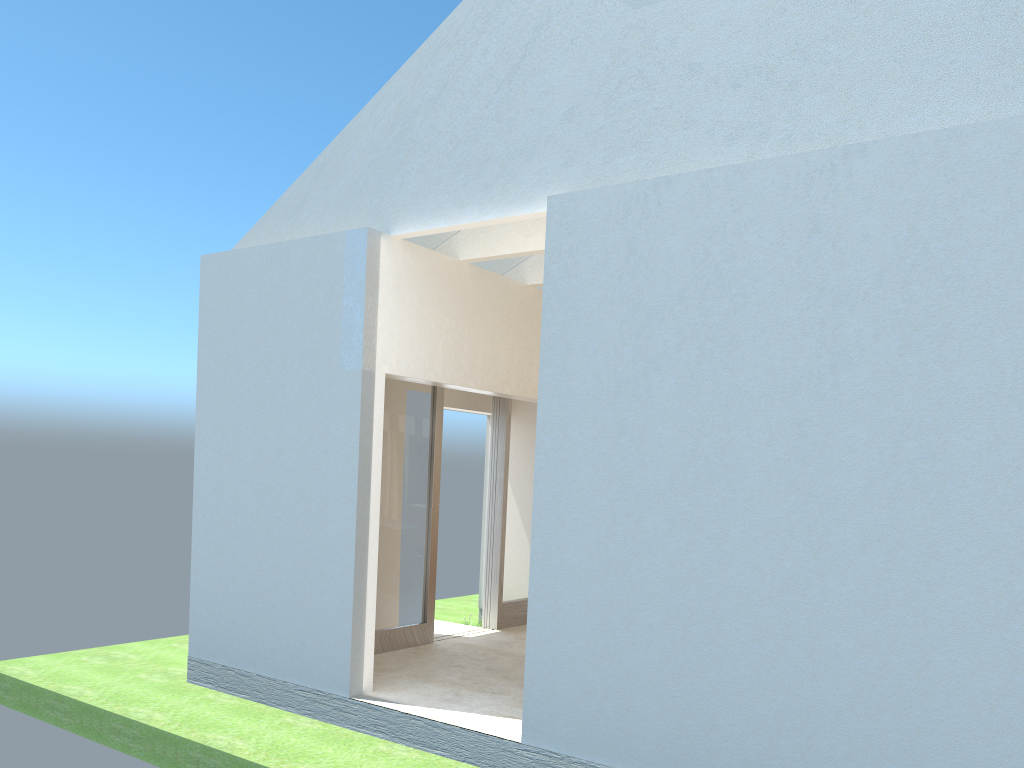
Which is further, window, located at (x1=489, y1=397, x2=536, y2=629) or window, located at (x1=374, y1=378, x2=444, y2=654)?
window, located at (x1=489, y1=397, x2=536, y2=629)

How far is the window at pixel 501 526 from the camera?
22.3 meters

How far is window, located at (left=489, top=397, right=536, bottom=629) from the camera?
22.3 meters

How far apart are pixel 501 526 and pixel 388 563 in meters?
4.1

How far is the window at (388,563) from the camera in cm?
1896

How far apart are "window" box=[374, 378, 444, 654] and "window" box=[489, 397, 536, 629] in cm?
259

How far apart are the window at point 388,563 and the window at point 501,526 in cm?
259

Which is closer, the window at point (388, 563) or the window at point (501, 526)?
the window at point (388, 563)
